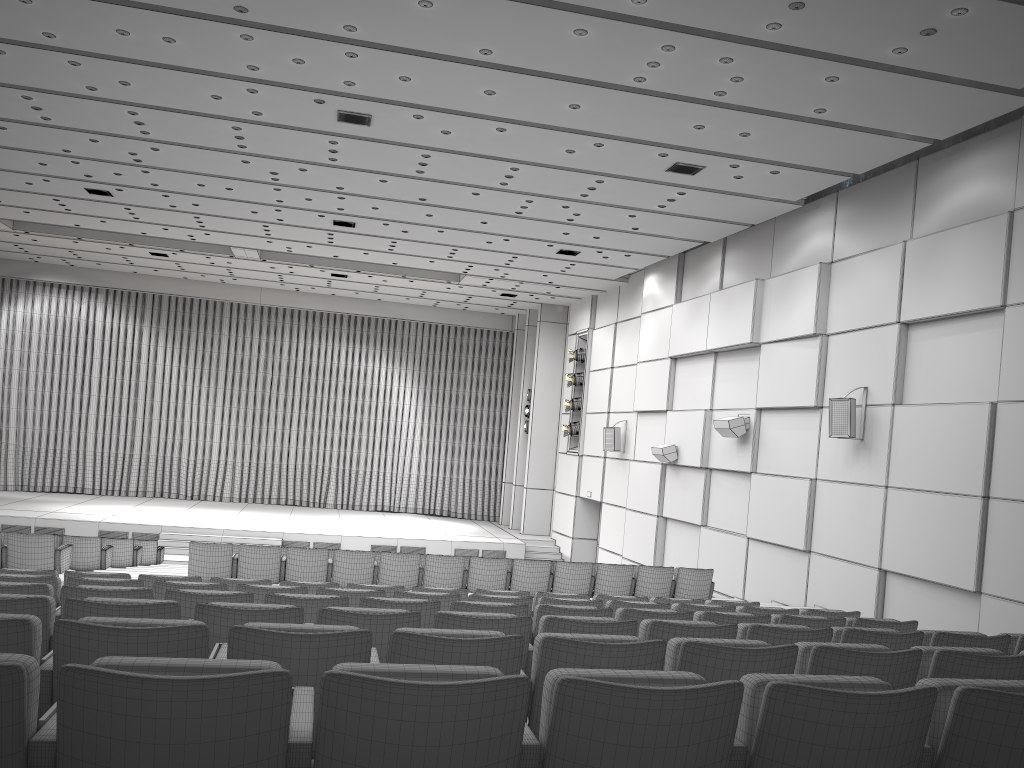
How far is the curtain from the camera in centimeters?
2613cm

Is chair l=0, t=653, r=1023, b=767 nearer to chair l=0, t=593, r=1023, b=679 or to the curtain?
chair l=0, t=593, r=1023, b=679

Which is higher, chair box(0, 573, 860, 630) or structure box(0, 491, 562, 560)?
chair box(0, 573, 860, 630)

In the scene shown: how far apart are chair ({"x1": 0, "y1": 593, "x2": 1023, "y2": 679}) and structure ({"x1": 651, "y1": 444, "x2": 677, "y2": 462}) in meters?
12.3

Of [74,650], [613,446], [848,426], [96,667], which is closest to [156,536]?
[613,446]

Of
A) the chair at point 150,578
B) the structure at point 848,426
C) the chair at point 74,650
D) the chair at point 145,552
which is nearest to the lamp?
the chair at point 145,552

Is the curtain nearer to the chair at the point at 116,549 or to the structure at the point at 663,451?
the structure at the point at 663,451

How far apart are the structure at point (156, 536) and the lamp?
2.6 meters

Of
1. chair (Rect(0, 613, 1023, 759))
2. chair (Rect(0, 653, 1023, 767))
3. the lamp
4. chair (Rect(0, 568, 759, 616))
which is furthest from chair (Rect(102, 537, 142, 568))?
chair (Rect(0, 653, 1023, 767))

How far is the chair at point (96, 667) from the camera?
1.8 meters
